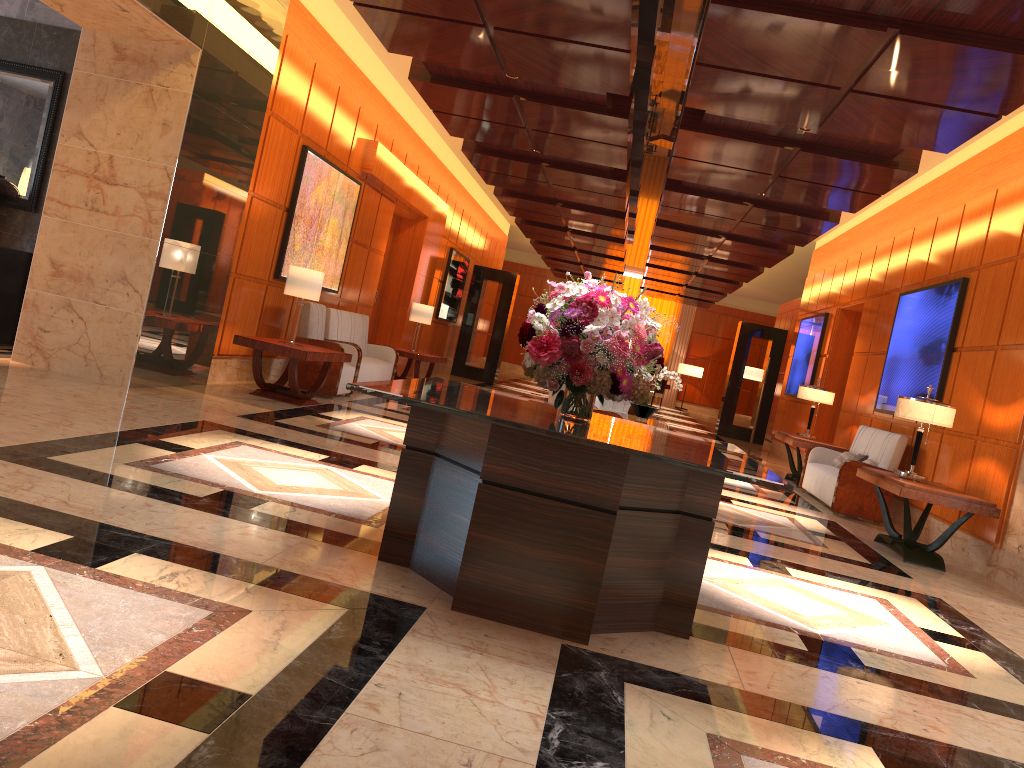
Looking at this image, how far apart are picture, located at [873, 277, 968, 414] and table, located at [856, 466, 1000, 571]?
1.5m

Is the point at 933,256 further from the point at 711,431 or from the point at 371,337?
the point at 711,431

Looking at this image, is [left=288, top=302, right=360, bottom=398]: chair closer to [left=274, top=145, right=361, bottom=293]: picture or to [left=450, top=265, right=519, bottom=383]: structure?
[left=274, top=145, right=361, bottom=293]: picture

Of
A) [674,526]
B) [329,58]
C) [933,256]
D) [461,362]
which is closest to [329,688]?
[674,526]

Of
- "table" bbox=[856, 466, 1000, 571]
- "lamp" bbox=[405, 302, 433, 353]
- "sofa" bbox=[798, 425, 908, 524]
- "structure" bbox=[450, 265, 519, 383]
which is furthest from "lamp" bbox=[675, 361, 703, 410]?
"table" bbox=[856, 466, 1000, 571]

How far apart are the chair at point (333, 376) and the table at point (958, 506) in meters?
5.2 m

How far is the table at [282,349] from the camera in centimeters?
797cm

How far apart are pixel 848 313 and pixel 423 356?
6.7m

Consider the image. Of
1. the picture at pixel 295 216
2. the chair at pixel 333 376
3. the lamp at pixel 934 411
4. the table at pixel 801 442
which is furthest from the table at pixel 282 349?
the table at pixel 801 442

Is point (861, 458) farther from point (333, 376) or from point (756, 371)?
point (333, 376)
